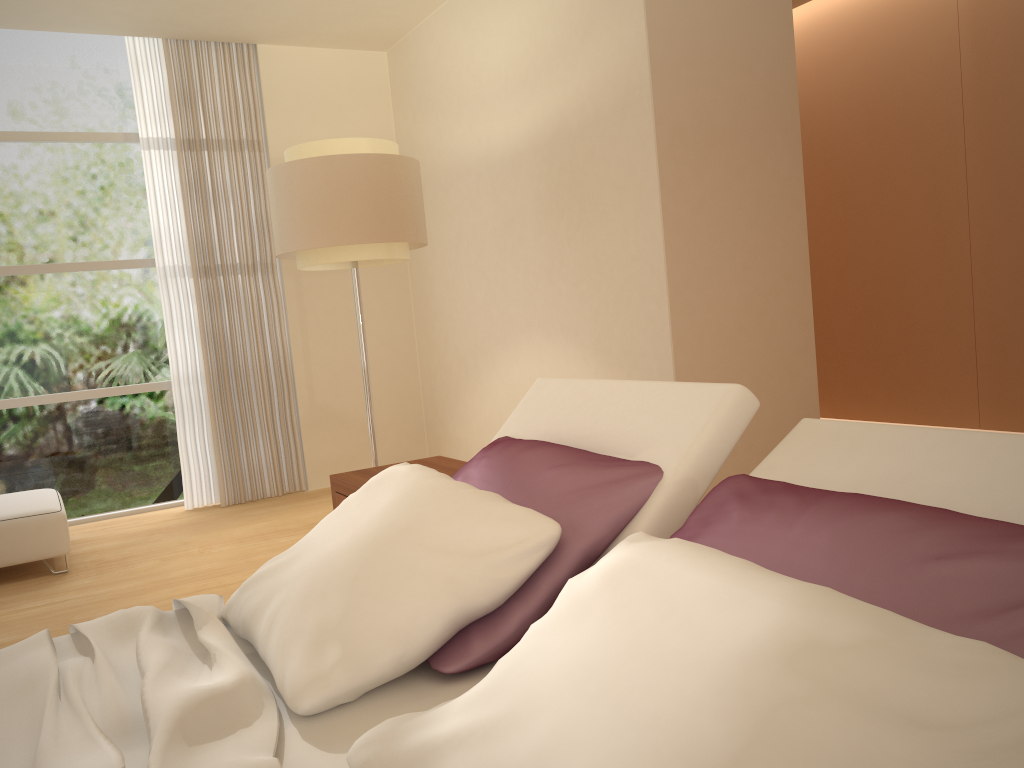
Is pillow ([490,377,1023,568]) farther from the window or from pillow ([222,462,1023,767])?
the window

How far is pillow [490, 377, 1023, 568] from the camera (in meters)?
1.40

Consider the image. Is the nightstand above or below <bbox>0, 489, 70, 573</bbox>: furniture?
above

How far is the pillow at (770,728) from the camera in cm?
88

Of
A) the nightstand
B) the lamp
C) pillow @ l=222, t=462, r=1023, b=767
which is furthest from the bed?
the lamp

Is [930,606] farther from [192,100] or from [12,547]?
[192,100]

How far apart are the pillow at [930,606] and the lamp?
2.1m

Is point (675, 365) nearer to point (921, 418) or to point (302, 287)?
point (921, 418)

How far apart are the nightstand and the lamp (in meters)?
0.98

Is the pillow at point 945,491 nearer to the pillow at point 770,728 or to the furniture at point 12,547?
the pillow at point 770,728
